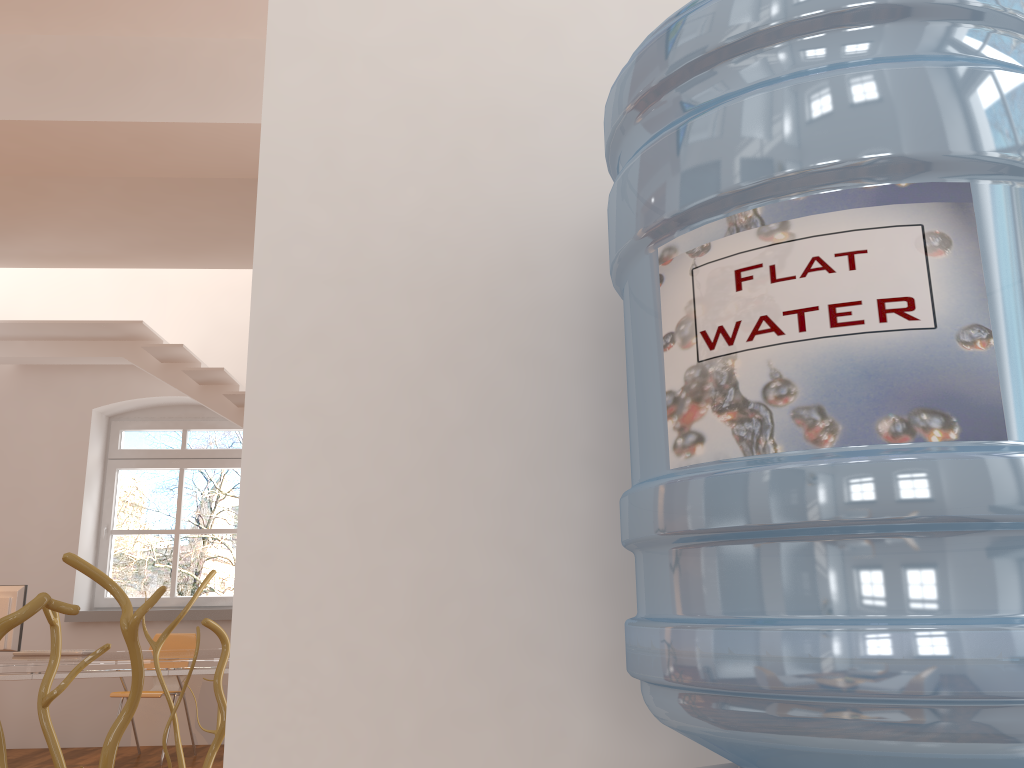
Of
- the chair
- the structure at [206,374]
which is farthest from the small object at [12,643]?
the structure at [206,374]

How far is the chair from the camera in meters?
6.1 m

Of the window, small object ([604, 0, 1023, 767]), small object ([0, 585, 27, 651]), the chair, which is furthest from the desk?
small object ([604, 0, 1023, 767])

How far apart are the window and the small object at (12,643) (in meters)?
2.19

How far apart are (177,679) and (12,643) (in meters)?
1.31

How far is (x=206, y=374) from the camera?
6.4m

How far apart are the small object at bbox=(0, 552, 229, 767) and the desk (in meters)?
3.95

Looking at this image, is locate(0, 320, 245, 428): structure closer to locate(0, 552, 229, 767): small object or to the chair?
the chair

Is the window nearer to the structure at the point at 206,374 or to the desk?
the structure at the point at 206,374

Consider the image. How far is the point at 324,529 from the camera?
0.9 meters
